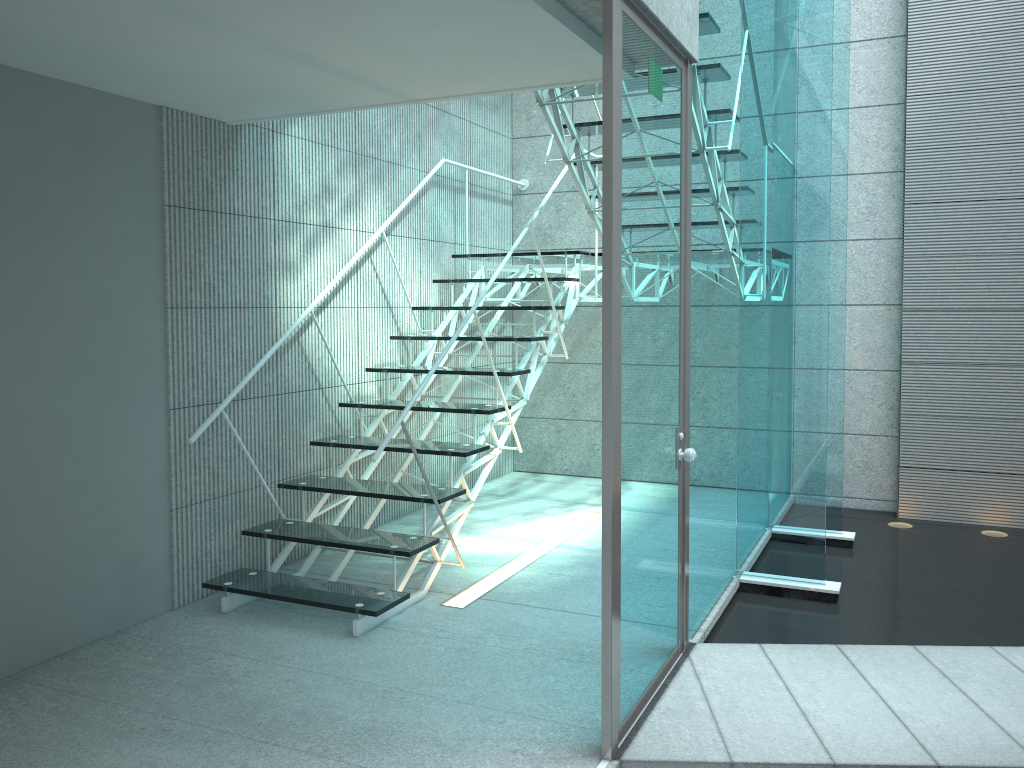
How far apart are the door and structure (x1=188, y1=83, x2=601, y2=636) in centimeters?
95cm

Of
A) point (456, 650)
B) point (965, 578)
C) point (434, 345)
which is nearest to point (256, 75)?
point (456, 650)

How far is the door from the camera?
2.32m

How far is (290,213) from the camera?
4.15m

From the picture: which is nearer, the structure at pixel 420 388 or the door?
the door

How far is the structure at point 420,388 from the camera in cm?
341

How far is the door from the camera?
2.3m

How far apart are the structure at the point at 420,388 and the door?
1.0m
